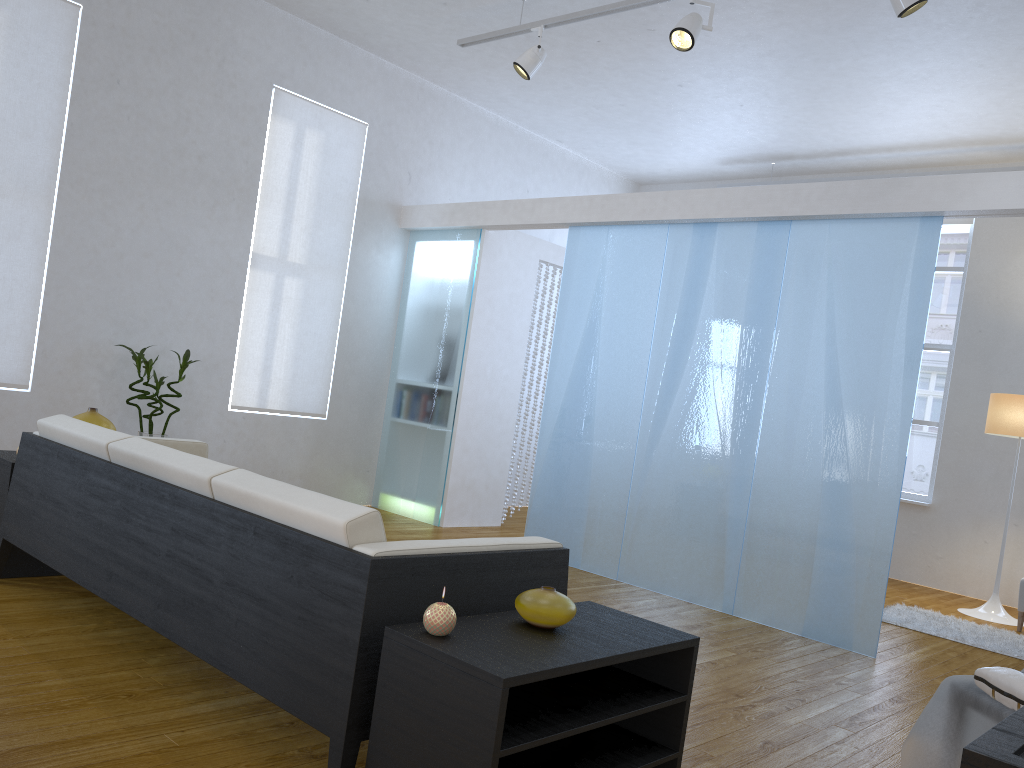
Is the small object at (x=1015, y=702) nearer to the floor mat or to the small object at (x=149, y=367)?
the floor mat

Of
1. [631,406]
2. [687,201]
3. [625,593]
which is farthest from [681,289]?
[625,593]

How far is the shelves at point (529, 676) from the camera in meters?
1.7

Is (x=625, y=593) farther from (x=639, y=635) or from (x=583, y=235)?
(x=639, y=635)

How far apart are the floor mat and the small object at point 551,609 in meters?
3.7 m

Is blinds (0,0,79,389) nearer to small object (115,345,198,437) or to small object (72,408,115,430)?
small object (115,345,198,437)

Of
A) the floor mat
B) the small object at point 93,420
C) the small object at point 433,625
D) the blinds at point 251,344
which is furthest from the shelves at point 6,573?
the floor mat

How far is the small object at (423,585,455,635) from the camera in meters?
1.8 m

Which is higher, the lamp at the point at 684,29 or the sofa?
the lamp at the point at 684,29

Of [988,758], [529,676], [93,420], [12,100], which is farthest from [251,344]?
[988,758]
